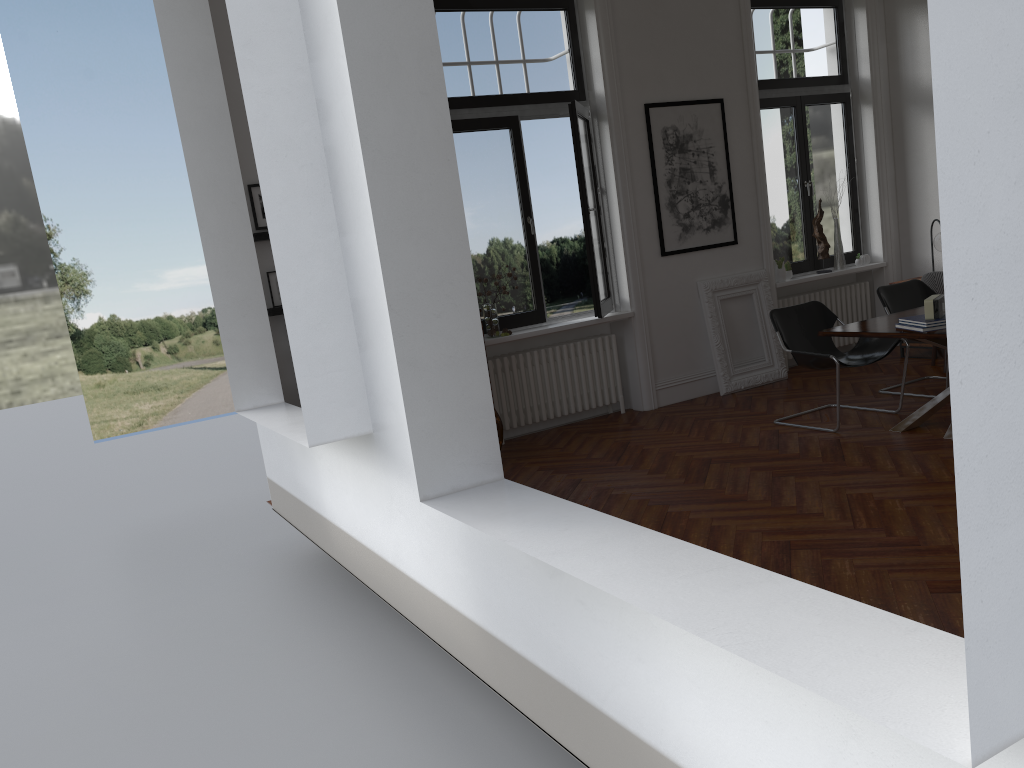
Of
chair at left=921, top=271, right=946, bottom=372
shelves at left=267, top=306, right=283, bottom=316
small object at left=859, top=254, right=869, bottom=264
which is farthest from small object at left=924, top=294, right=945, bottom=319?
shelves at left=267, top=306, right=283, bottom=316

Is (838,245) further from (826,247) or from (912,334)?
(912,334)

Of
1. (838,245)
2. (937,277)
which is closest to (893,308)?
(937,277)

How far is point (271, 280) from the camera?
6.3 meters

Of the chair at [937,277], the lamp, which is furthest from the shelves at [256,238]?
the lamp

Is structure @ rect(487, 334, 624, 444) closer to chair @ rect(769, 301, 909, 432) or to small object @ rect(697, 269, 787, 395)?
small object @ rect(697, 269, 787, 395)

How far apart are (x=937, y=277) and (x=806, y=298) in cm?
154

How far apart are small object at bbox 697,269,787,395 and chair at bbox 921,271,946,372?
1.35m

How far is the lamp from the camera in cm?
840

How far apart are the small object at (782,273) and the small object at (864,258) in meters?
1.3 m
